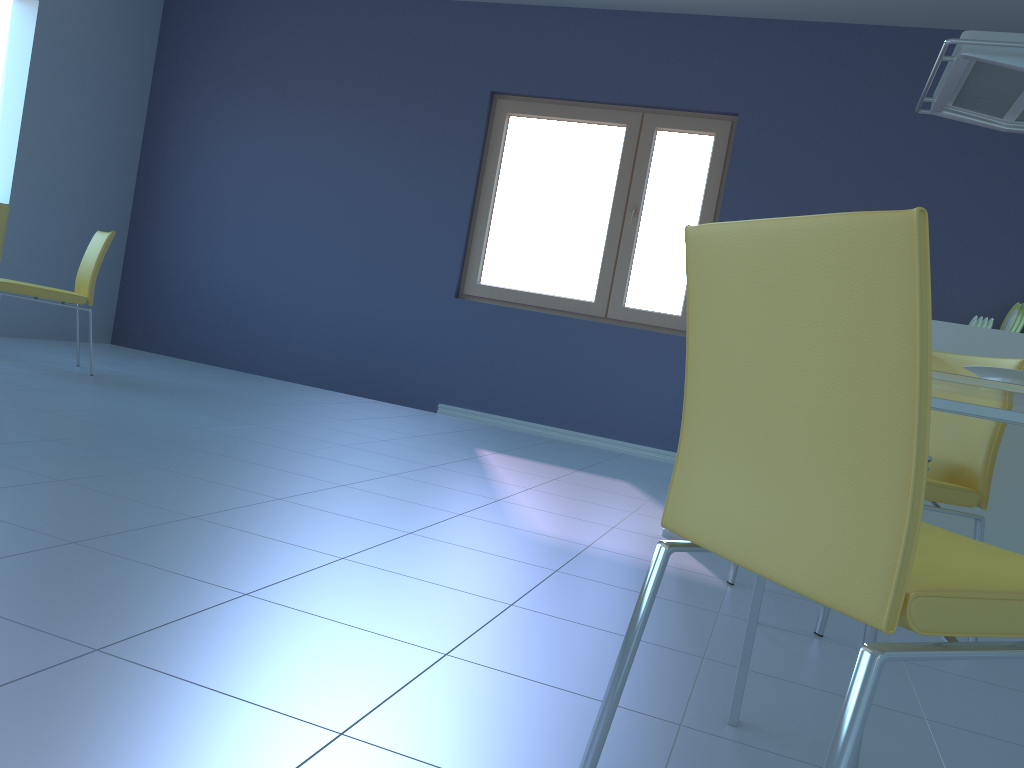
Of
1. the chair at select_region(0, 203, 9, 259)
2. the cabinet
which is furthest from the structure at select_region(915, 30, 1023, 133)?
the chair at select_region(0, 203, 9, 259)

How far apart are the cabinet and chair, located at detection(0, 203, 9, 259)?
3.35m

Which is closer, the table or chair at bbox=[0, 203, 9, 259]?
the table

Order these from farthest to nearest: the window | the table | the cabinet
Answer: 1. the window
2. the cabinet
3. the table

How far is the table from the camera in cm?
124

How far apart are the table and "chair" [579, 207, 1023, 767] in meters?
0.2 m

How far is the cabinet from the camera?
2.52m

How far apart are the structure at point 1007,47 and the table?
1.4 meters

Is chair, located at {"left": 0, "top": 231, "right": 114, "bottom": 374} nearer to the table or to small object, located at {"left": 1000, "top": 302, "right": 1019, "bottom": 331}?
the table

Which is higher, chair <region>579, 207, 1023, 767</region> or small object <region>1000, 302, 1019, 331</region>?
small object <region>1000, 302, 1019, 331</region>
